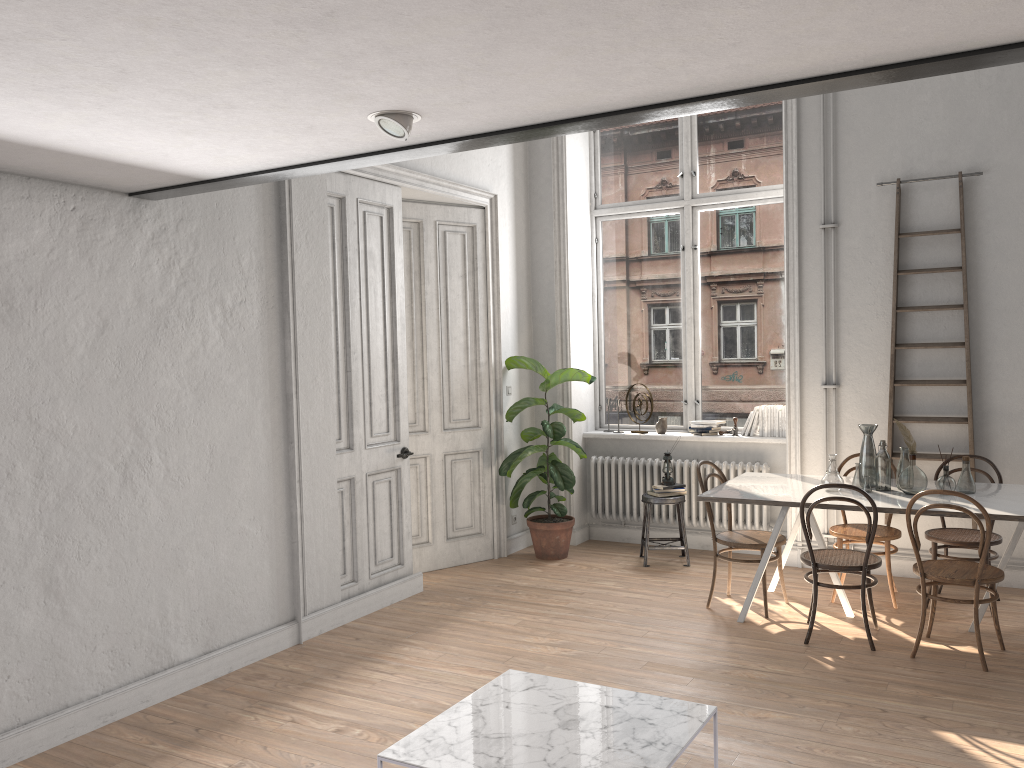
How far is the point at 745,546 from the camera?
→ 5.45m

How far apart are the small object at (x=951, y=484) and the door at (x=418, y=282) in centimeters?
331cm

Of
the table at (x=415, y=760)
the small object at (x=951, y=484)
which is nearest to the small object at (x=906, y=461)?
the small object at (x=951, y=484)

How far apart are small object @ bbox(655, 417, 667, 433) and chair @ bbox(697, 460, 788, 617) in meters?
1.5 m

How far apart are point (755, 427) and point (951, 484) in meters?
2.1

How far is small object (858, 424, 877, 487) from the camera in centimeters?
540cm

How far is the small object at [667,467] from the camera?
6.87m

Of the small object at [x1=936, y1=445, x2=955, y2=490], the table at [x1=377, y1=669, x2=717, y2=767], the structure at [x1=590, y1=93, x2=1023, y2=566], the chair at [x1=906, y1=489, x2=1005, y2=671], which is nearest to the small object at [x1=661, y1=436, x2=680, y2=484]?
the structure at [x1=590, y1=93, x2=1023, y2=566]

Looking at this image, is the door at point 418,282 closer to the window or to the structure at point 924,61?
the window

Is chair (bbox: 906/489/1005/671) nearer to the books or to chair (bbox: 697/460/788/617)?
chair (bbox: 697/460/788/617)
